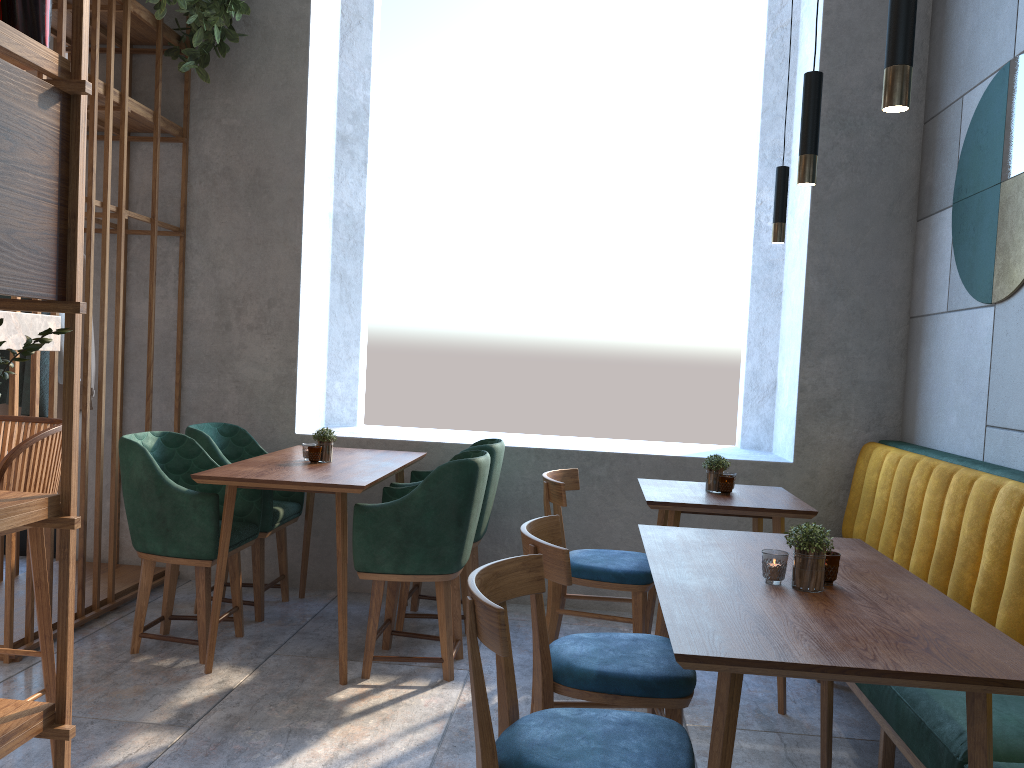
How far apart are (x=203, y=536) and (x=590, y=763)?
2.1m

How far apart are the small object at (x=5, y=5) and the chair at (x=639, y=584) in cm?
216

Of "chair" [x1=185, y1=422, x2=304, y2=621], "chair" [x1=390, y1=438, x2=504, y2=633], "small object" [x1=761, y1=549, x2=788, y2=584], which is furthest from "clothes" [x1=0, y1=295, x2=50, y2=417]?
"small object" [x1=761, y1=549, x2=788, y2=584]

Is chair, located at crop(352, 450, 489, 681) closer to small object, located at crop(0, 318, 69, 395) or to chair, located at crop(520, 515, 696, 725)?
chair, located at crop(520, 515, 696, 725)

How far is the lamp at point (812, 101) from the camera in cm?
228

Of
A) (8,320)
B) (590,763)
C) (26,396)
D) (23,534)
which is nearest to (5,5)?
(8,320)

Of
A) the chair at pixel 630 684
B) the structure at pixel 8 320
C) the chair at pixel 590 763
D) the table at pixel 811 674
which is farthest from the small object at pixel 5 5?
the table at pixel 811 674

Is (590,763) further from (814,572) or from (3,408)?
(3,408)

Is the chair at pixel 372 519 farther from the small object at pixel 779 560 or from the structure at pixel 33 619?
the small object at pixel 779 560

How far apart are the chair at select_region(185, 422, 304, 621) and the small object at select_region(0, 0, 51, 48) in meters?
2.4 m
